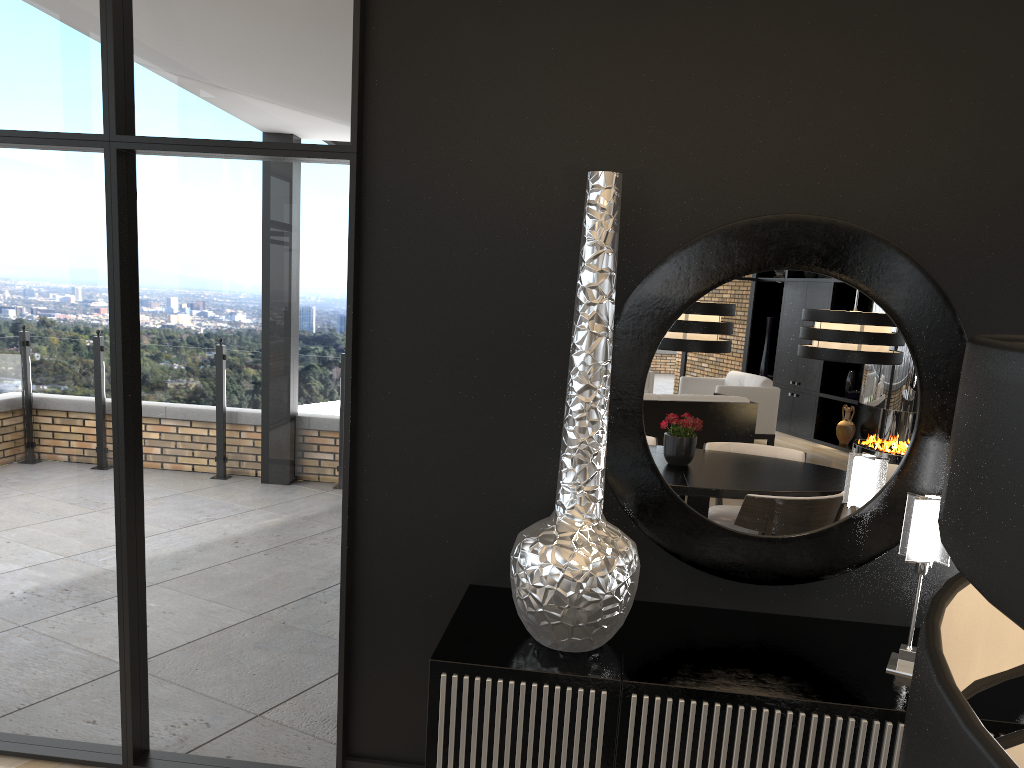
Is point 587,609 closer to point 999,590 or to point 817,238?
point 817,238

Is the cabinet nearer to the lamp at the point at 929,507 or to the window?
the lamp at the point at 929,507

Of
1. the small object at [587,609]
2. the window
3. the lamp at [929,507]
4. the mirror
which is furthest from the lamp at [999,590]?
the window

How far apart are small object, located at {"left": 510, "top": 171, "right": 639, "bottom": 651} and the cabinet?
0.02m

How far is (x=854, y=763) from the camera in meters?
2.1 m

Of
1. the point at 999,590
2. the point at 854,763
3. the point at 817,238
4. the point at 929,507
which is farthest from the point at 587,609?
the point at 999,590

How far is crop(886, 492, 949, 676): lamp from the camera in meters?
2.2 m

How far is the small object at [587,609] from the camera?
2.16m

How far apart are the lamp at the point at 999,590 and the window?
2.4m

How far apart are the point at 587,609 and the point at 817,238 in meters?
1.2 m
